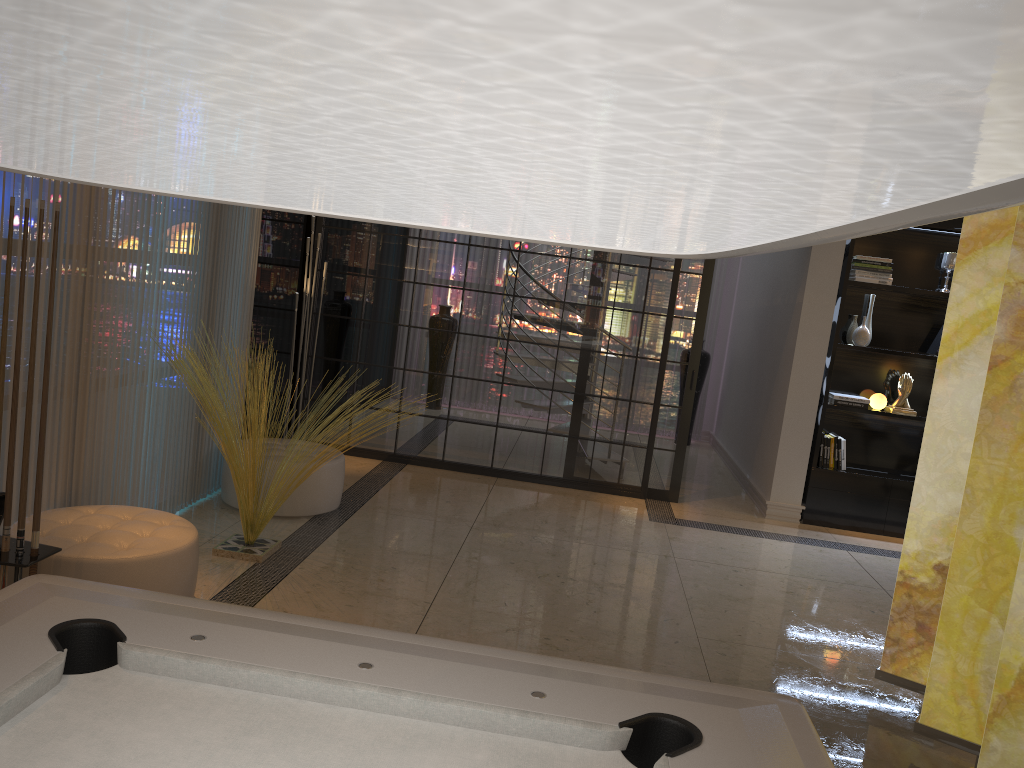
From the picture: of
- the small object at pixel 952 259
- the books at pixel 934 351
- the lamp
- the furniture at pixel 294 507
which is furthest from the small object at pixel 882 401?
the lamp

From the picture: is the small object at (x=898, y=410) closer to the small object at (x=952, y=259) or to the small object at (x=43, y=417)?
the small object at (x=952, y=259)

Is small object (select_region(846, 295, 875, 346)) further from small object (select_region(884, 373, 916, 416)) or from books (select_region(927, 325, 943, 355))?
books (select_region(927, 325, 943, 355))

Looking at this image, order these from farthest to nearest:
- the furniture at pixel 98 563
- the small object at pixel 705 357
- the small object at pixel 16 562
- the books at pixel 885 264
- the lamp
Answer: the small object at pixel 705 357 → the books at pixel 885 264 → the furniture at pixel 98 563 → the small object at pixel 16 562 → the lamp

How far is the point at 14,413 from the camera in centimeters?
274cm

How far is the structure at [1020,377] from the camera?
3.1m

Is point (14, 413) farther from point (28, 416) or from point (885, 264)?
point (885, 264)

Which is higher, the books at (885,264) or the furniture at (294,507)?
the books at (885,264)

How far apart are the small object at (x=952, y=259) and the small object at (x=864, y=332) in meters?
0.7

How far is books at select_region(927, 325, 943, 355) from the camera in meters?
6.6
